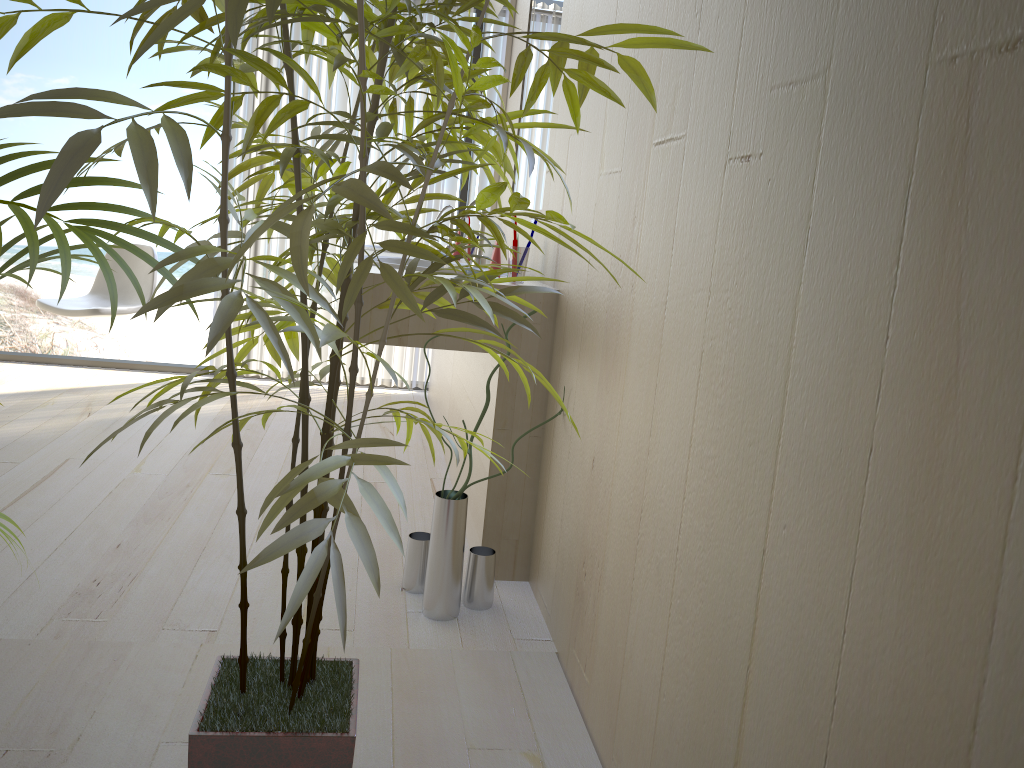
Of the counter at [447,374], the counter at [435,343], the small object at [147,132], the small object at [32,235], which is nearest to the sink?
the counter at [435,343]

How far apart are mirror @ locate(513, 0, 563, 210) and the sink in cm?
23

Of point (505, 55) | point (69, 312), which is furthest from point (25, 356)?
point (505, 55)

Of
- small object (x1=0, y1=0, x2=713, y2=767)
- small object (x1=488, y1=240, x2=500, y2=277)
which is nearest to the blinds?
small object (x1=488, y1=240, x2=500, y2=277)

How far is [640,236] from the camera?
1.6m

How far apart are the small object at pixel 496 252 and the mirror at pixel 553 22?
0.31m

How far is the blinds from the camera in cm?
438

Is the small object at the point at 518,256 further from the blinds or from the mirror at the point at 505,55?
the blinds

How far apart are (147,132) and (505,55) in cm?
290

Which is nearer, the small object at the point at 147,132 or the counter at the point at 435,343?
the small object at the point at 147,132
